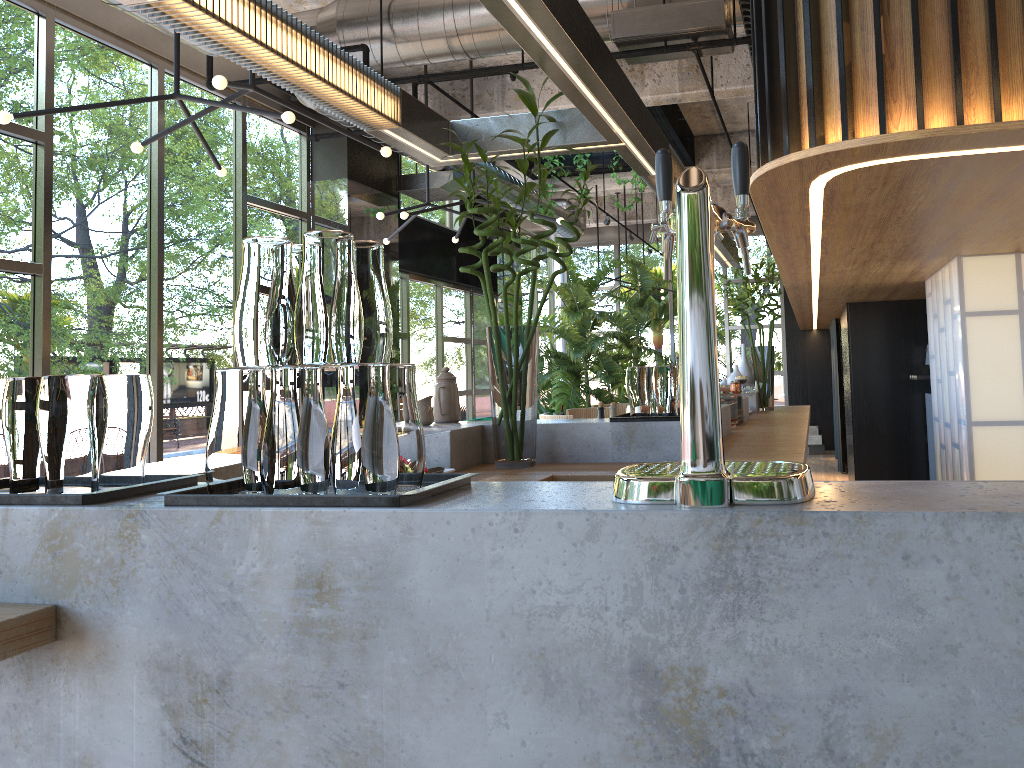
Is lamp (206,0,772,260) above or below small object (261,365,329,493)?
above

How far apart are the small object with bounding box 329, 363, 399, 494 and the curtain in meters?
10.8

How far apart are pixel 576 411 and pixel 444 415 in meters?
3.4

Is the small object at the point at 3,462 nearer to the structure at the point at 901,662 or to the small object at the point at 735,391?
the structure at the point at 901,662

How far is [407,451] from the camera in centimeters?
145cm

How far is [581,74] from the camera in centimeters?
269cm

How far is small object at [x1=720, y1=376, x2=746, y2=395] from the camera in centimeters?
666cm

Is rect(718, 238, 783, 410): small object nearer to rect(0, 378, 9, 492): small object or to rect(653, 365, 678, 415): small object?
rect(653, 365, 678, 415): small object

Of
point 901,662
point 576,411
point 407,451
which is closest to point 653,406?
point 407,451

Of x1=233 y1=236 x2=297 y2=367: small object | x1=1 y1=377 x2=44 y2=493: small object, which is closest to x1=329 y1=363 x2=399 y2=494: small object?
x1=233 y1=236 x2=297 y2=367: small object
